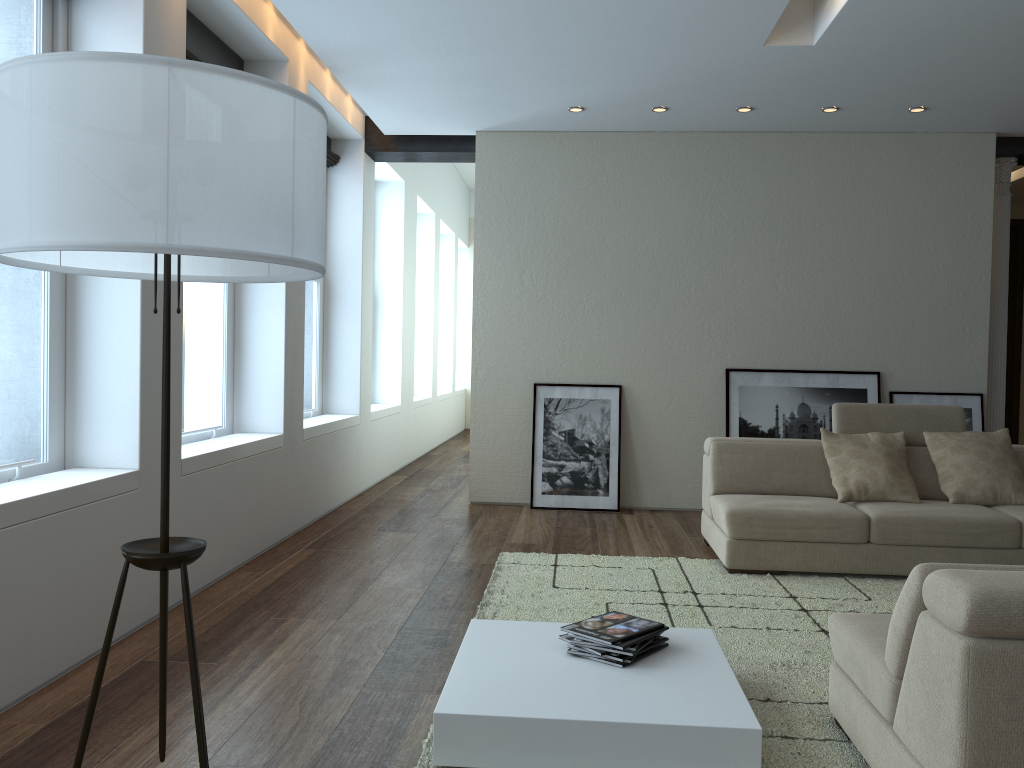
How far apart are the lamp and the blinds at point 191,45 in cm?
273

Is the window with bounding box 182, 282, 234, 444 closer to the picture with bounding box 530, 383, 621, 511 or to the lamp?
the picture with bounding box 530, 383, 621, 511

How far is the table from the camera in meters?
2.4

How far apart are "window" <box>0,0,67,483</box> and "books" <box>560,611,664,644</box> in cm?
215

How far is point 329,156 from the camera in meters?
7.2 m

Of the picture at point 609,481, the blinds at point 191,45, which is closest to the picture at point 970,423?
the picture at point 609,481

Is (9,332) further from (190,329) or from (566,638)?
(566,638)

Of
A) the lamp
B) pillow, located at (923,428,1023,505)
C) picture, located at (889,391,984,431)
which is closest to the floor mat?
pillow, located at (923,428,1023,505)

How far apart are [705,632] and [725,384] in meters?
4.0 m

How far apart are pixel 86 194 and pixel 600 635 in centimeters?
206cm
